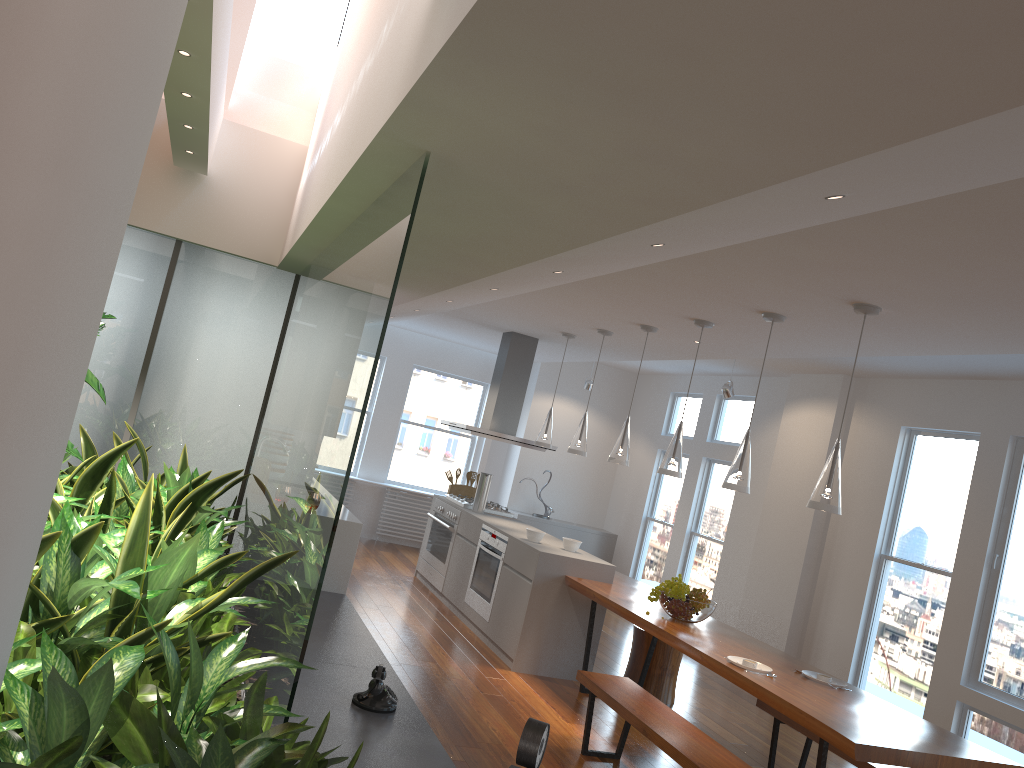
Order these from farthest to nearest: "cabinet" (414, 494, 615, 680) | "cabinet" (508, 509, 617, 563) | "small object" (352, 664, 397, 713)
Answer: "cabinet" (508, 509, 617, 563) → "cabinet" (414, 494, 615, 680) → "small object" (352, 664, 397, 713)

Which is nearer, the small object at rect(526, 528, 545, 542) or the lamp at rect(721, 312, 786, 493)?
the lamp at rect(721, 312, 786, 493)

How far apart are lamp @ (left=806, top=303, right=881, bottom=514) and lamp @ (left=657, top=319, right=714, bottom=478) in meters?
1.4 m

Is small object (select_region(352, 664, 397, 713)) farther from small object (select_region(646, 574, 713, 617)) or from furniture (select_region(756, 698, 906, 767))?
furniture (select_region(756, 698, 906, 767))

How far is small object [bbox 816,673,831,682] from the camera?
4.44m

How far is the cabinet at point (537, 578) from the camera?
6.1 meters

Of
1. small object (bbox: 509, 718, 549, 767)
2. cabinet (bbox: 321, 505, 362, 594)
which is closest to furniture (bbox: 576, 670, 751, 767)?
cabinet (bbox: 321, 505, 362, 594)

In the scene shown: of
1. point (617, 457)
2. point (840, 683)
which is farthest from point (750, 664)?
point (617, 457)

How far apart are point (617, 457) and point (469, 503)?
2.3 meters

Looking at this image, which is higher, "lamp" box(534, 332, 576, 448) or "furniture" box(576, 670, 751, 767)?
"lamp" box(534, 332, 576, 448)
